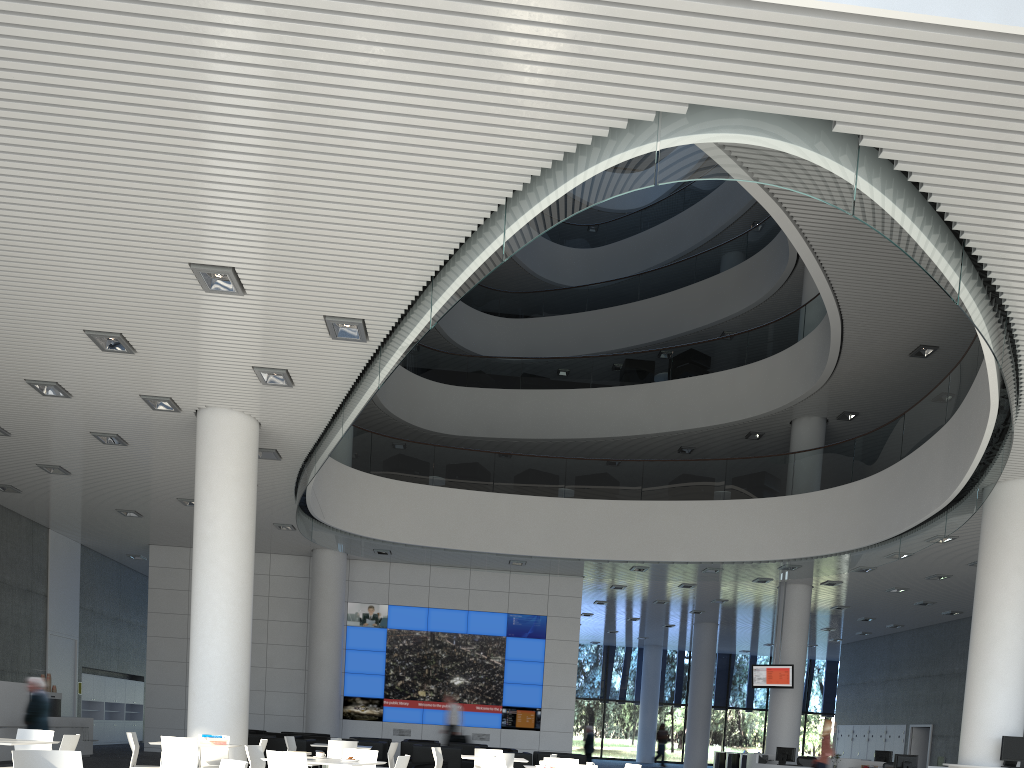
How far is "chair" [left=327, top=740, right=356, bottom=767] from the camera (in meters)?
5.35

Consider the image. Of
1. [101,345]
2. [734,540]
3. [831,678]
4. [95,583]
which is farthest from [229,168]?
[831,678]

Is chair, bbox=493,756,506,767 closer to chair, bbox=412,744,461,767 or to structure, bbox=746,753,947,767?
chair, bbox=412,744,461,767

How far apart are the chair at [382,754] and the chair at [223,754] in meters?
2.1 m

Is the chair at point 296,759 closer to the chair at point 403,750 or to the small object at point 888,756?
the chair at point 403,750

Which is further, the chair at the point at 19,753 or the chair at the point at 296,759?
the chair at the point at 296,759

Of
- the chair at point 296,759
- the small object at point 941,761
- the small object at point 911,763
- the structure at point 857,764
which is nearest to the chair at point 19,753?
the chair at point 296,759

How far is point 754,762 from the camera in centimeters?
888cm

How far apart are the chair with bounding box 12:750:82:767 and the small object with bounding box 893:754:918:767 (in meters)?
7.80

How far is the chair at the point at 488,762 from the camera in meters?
4.7
